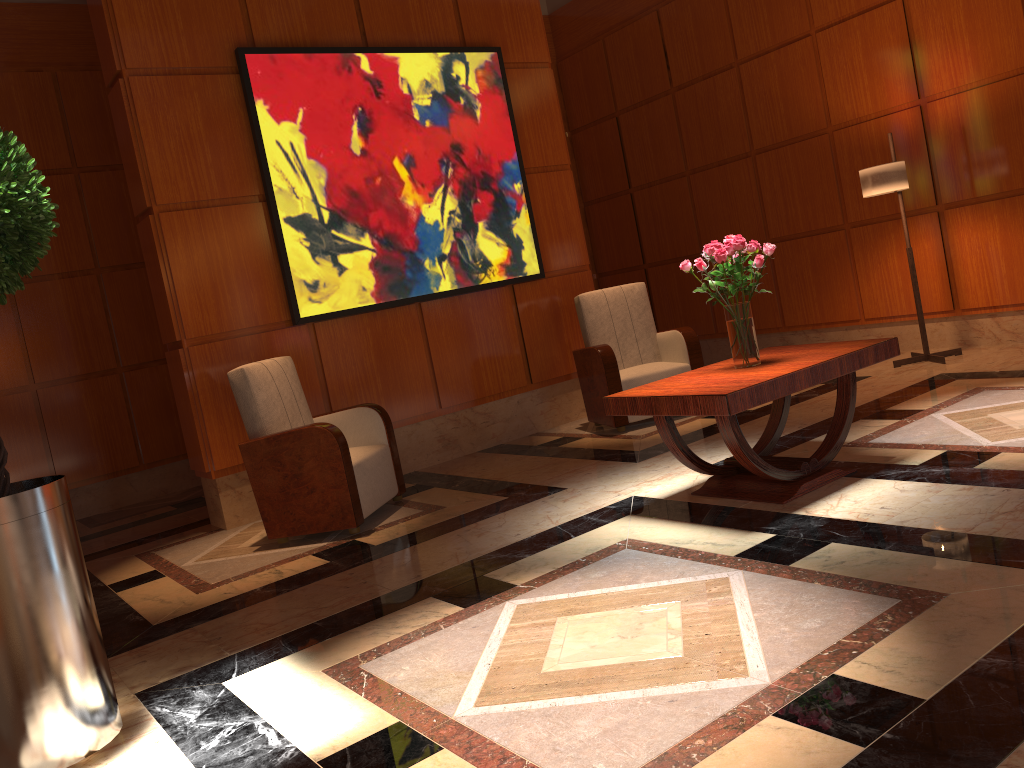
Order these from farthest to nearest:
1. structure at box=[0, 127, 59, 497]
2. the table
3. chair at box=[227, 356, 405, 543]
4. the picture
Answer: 1. the picture
2. chair at box=[227, 356, 405, 543]
3. the table
4. structure at box=[0, 127, 59, 497]

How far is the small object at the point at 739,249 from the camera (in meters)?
3.81

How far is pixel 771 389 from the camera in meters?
3.5 m

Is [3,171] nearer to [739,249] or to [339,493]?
[339,493]

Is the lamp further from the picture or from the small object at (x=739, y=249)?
the small object at (x=739, y=249)

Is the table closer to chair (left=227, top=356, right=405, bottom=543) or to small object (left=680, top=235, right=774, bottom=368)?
small object (left=680, top=235, right=774, bottom=368)

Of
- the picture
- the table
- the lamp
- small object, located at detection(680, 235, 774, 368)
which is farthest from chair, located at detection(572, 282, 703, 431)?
small object, located at detection(680, 235, 774, 368)

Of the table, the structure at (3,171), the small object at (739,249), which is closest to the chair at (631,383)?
the table

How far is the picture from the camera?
5.5m

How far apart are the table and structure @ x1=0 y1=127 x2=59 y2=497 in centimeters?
225cm
